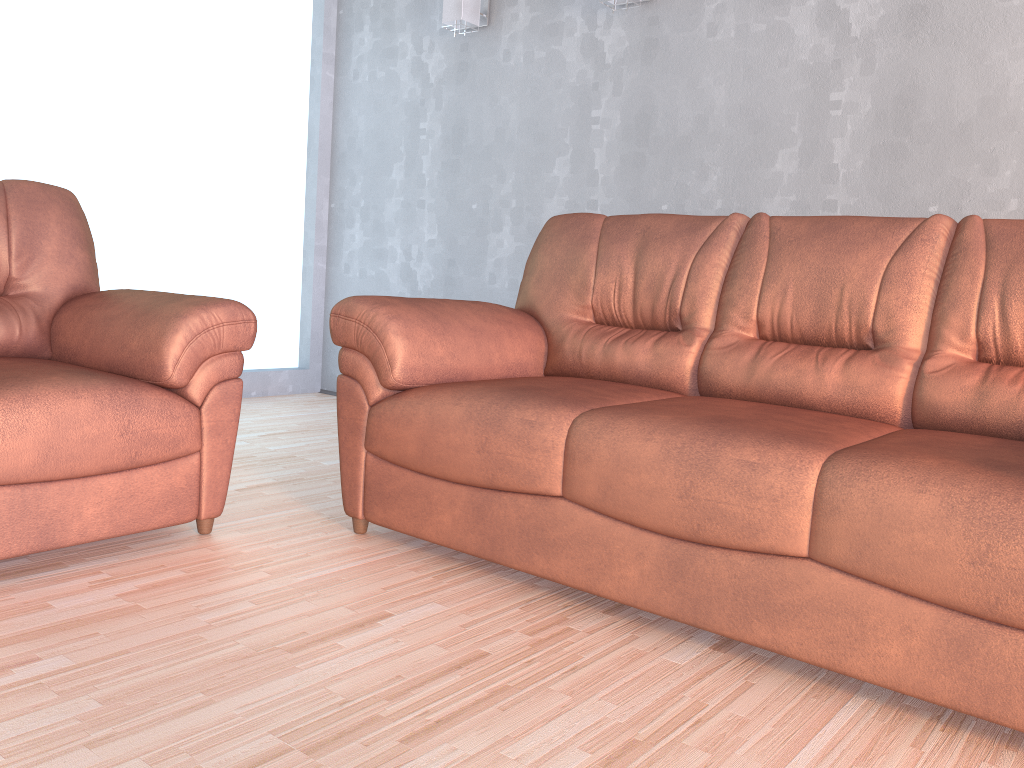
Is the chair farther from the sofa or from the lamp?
the lamp

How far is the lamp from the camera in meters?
4.1

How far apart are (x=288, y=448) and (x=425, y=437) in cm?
149

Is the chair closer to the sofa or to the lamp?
the sofa

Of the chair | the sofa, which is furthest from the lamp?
the chair

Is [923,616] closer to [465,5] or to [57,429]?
[57,429]

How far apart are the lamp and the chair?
2.11m

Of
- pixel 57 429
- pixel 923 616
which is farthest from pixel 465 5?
pixel 923 616

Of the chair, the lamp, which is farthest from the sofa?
the lamp

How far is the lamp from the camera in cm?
413
